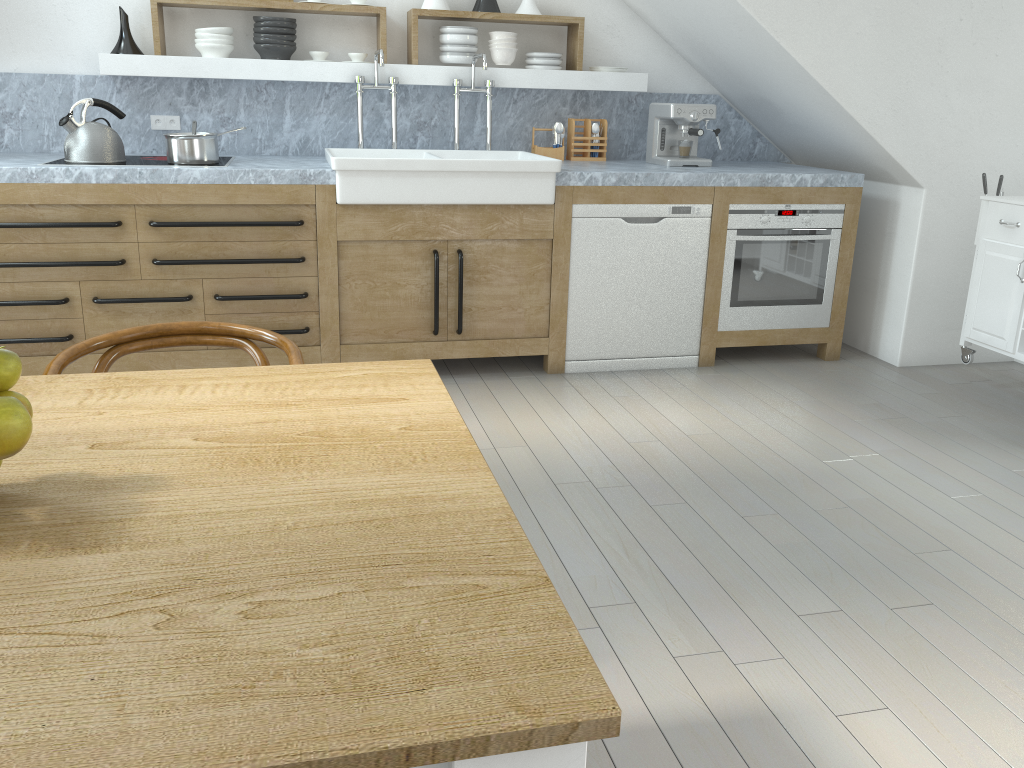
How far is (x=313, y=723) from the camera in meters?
0.7

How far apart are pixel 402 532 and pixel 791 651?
1.5 meters

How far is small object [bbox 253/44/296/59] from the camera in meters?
4.2 m

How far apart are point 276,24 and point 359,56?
0.4m

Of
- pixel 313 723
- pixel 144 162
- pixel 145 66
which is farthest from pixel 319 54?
pixel 313 723

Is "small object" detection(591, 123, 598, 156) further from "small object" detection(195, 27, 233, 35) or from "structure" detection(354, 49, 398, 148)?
"small object" detection(195, 27, 233, 35)

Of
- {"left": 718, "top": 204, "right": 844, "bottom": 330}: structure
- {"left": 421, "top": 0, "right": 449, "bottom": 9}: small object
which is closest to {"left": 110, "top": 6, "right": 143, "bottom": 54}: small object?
{"left": 421, "top": 0, "right": 449, "bottom": 9}: small object

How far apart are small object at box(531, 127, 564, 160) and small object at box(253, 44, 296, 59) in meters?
1.3

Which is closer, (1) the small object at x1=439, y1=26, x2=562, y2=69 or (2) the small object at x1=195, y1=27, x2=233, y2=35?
(2) the small object at x1=195, y1=27, x2=233, y2=35

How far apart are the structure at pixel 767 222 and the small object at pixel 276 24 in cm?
229
